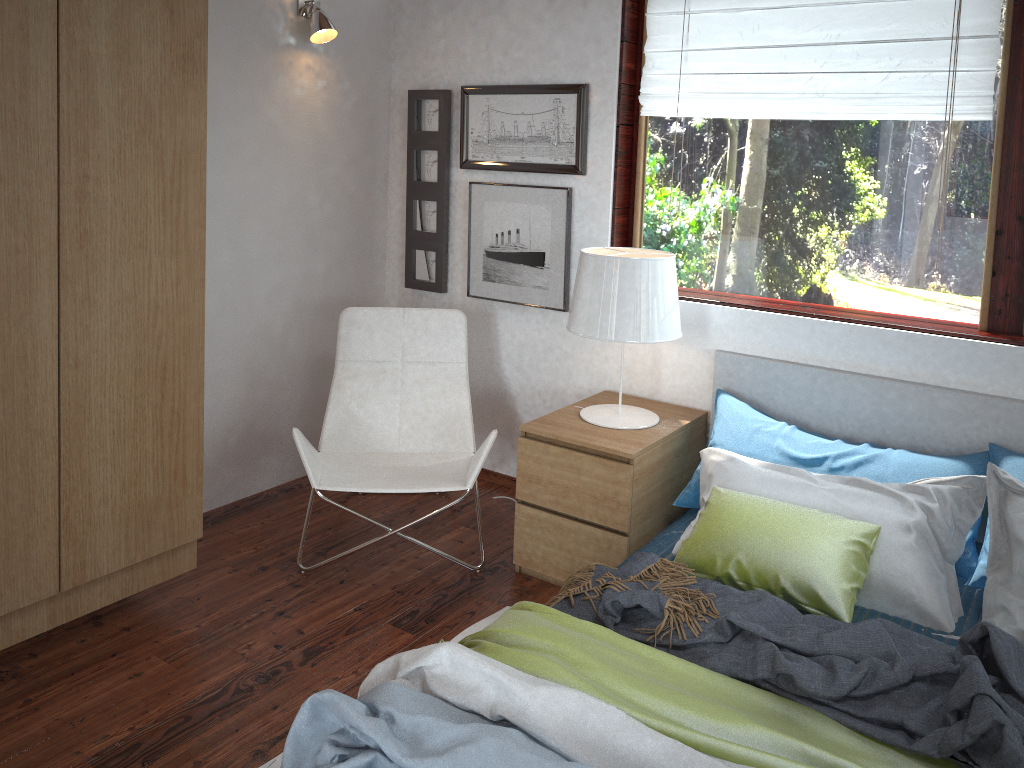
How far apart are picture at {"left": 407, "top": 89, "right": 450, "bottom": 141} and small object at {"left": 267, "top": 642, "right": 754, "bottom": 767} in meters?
2.4

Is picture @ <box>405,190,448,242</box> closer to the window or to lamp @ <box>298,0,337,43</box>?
lamp @ <box>298,0,337,43</box>

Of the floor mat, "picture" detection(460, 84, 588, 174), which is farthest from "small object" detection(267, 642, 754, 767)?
"picture" detection(460, 84, 588, 174)

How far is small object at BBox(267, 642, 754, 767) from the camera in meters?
1.6 m

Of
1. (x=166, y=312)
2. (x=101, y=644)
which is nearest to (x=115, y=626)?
(x=101, y=644)

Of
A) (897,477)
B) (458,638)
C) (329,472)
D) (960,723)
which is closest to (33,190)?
(329,472)

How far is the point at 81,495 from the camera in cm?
240

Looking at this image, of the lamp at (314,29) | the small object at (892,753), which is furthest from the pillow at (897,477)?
the lamp at (314,29)

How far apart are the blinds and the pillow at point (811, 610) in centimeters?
132cm

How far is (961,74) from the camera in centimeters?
270cm
